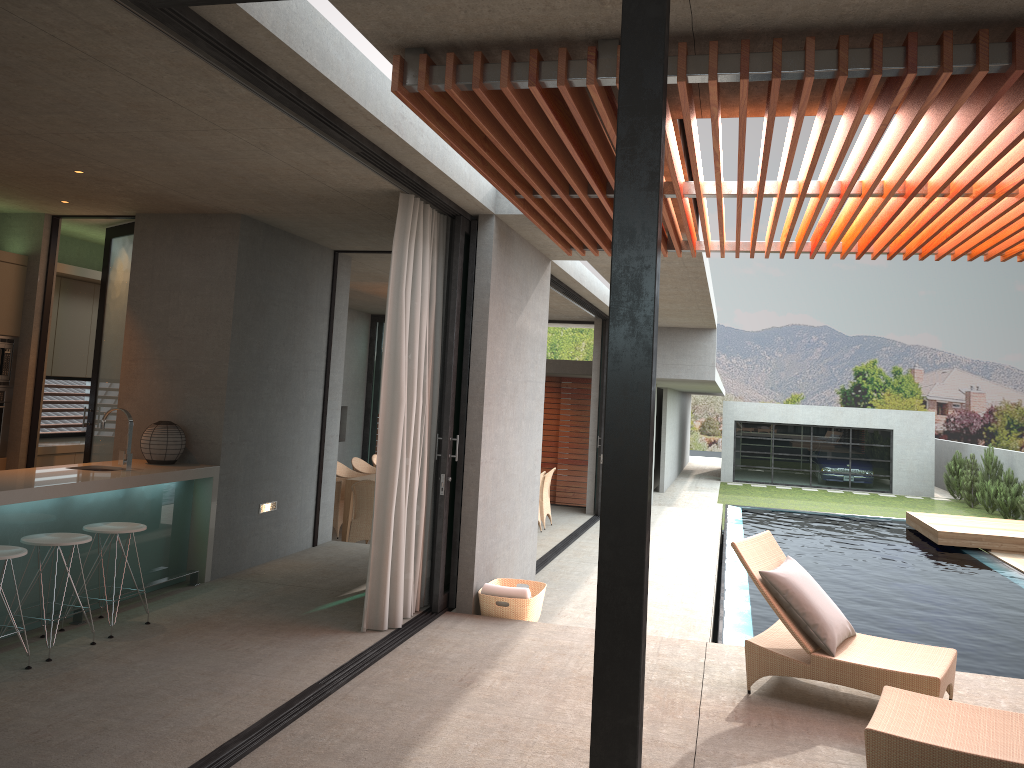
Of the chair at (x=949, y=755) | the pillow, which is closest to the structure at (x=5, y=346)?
the pillow

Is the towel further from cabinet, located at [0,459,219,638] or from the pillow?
cabinet, located at [0,459,219,638]

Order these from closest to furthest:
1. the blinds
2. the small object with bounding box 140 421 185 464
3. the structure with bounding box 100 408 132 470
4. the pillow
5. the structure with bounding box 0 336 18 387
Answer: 1. the pillow
2. the blinds
3. the structure with bounding box 100 408 132 470
4. the small object with bounding box 140 421 185 464
5. the structure with bounding box 0 336 18 387

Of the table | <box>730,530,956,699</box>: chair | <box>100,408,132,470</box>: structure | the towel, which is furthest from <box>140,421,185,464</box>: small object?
<box>730,530,956,699</box>: chair

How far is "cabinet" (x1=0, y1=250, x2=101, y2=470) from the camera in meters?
7.5 m

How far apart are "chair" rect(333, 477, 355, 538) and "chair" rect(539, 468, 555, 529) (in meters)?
2.93

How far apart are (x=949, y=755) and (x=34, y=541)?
4.83m

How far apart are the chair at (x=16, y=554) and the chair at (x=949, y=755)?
4.29m

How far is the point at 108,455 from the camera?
7.8m

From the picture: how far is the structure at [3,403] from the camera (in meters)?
7.55
